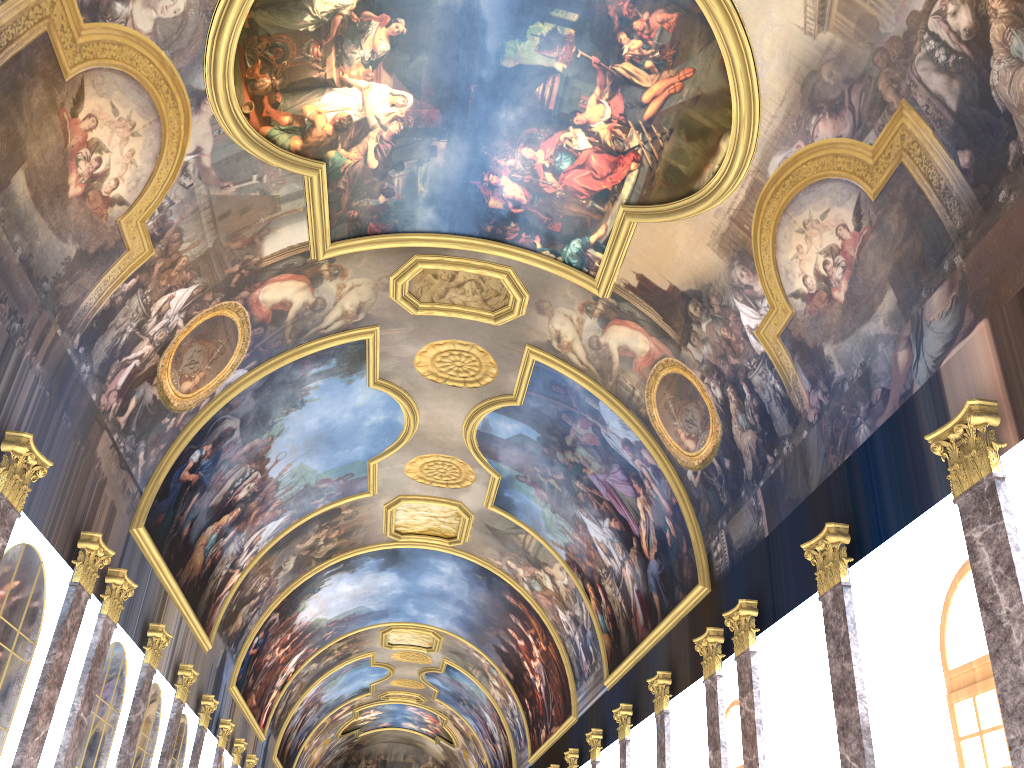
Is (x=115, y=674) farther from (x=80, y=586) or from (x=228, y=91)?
(x=228, y=91)
